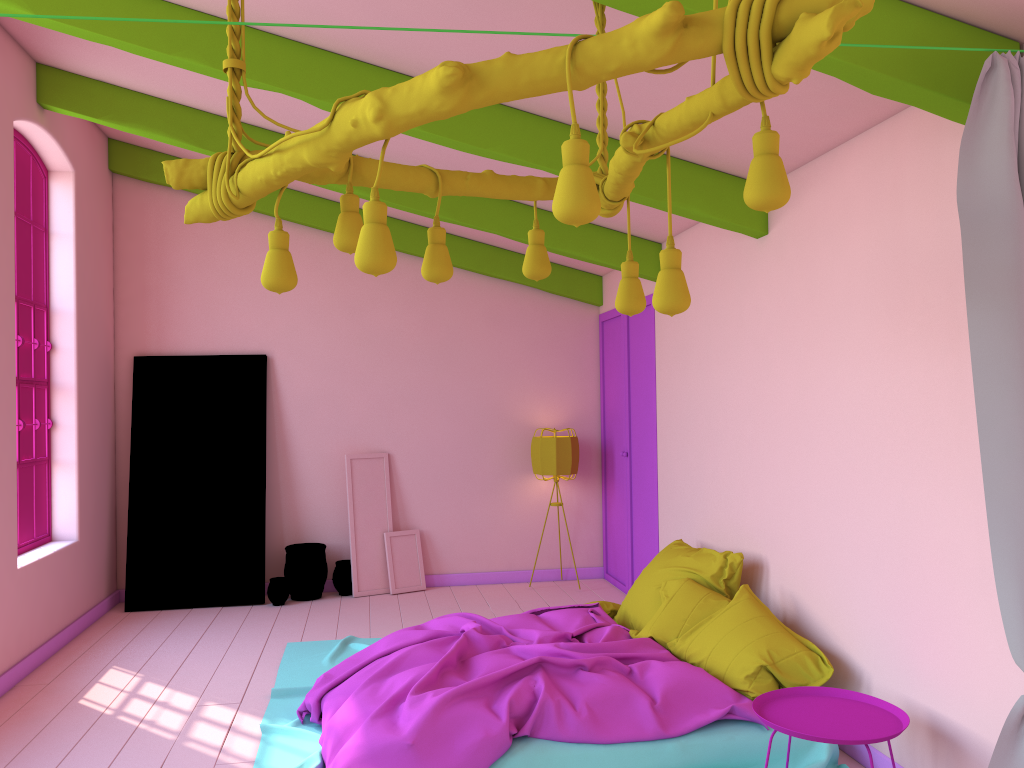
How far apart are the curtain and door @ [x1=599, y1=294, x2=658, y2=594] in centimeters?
420cm

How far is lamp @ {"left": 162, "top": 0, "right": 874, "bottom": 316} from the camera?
1.75m

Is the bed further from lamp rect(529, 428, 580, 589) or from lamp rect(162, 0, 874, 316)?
lamp rect(529, 428, 580, 589)

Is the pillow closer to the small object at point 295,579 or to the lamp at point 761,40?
the lamp at point 761,40

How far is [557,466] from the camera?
8.1m

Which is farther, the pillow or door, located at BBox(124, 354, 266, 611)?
door, located at BBox(124, 354, 266, 611)

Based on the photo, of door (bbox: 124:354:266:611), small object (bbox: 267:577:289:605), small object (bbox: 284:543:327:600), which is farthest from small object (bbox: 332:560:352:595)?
door (bbox: 124:354:266:611)

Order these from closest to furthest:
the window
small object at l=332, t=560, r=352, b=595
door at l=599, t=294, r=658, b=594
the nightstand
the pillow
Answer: the nightstand, the pillow, the window, door at l=599, t=294, r=658, b=594, small object at l=332, t=560, r=352, b=595

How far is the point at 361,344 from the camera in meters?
8.3 m

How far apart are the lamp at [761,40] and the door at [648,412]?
4.1m
